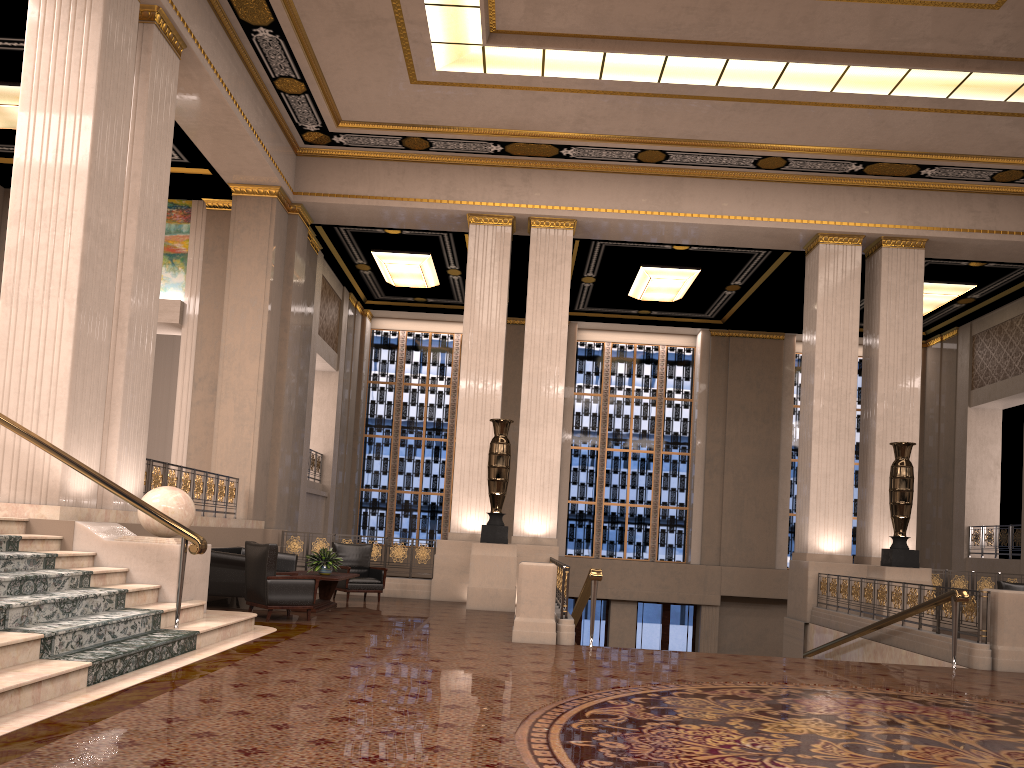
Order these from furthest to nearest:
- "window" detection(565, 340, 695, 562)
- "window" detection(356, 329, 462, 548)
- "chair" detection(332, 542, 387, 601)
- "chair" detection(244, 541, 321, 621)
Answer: "window" detection(356, 329, 462, 548), "window" detection(565, 340, 695, 562), "chair" detection(332, 542, 387, 601), "chair" detection(244, 541, 321, 621)

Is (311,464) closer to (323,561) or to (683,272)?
(323,561)

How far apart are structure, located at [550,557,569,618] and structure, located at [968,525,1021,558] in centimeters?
1094cm

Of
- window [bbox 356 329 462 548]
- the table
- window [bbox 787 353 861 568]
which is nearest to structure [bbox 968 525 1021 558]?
window [bbox 787 353 861 568]

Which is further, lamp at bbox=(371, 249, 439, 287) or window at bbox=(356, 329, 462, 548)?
window at bbox=(356, 329, 462, 548)

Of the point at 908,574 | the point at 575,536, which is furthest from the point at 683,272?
the point at 908,574

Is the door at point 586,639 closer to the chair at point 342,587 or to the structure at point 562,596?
the chair at point 342,587

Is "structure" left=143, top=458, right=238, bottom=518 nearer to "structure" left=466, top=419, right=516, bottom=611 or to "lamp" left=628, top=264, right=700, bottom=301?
"structure" left=466, top=419, right=516, bottom=611

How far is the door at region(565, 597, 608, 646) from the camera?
20.42m

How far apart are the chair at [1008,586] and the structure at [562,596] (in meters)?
6.82
